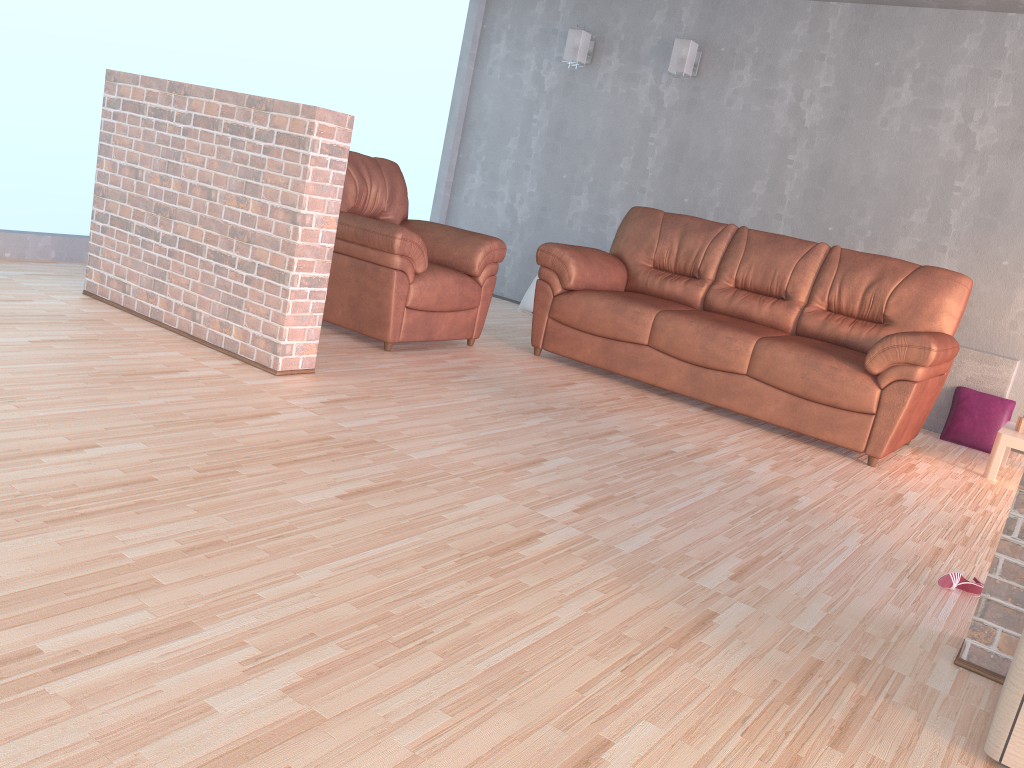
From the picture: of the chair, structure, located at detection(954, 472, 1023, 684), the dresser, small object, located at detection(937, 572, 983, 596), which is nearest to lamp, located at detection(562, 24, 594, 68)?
the chair

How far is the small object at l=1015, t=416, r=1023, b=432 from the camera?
4.50m

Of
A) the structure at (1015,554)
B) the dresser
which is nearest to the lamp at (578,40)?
the structure at (1015,554)

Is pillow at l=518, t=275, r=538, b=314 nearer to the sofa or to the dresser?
the sofa

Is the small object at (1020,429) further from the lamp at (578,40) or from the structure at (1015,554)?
the lamp at (578,40)

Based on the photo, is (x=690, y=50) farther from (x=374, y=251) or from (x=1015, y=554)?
(x=1015, y=554)

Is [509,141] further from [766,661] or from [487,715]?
[487,715]

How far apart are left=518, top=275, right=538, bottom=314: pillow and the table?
3.34m

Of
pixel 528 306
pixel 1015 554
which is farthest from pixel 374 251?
pixel 1015 554

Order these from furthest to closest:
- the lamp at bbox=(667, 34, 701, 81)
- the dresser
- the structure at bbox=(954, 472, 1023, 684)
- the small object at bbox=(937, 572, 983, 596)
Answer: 1. the lamp at bbox=(667, 34, 701, 81)
2. the small object at bbox=(937, 572, 983, 596)
3. the structure at bbox=(954, 472, 1023, 684)
4. the dresser
